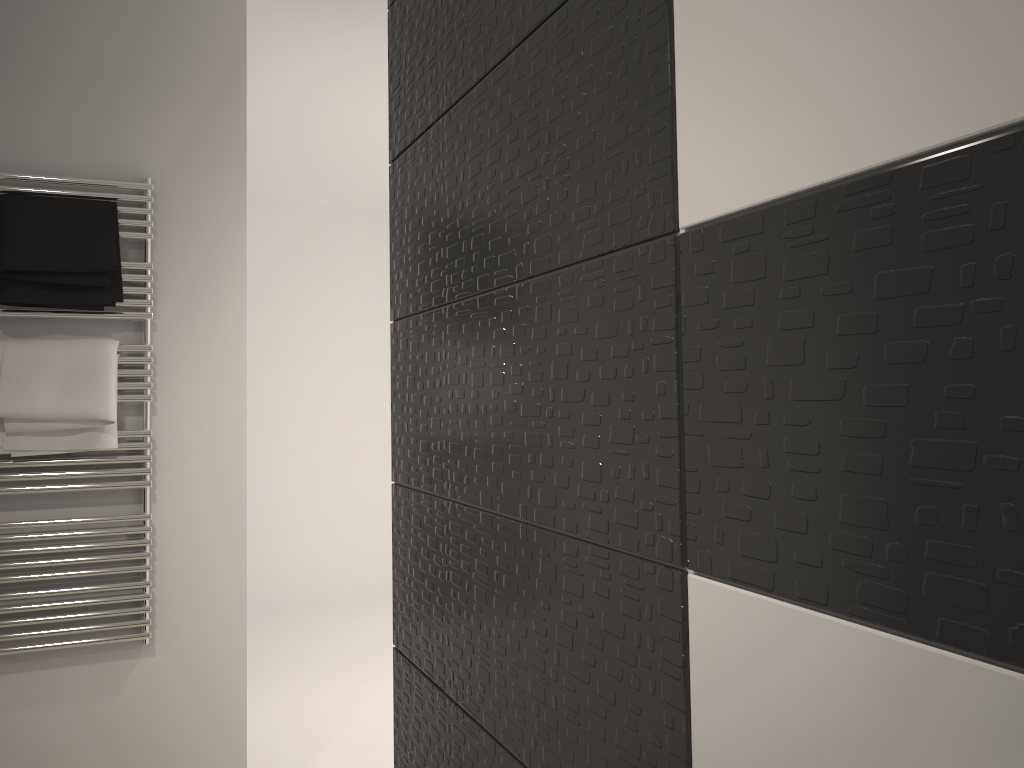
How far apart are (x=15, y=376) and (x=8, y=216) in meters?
0.4

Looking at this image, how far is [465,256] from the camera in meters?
1.2 m

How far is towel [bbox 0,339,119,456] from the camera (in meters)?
2.27

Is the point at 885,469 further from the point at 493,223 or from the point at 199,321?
the point at 199,321

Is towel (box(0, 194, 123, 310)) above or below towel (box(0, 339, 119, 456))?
above

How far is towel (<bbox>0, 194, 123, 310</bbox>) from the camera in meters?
2.2

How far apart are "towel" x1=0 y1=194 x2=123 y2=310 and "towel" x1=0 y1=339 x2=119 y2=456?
0.09m

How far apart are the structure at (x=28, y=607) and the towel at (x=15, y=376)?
0.0m

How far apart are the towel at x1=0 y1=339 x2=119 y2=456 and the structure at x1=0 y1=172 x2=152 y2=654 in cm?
2
